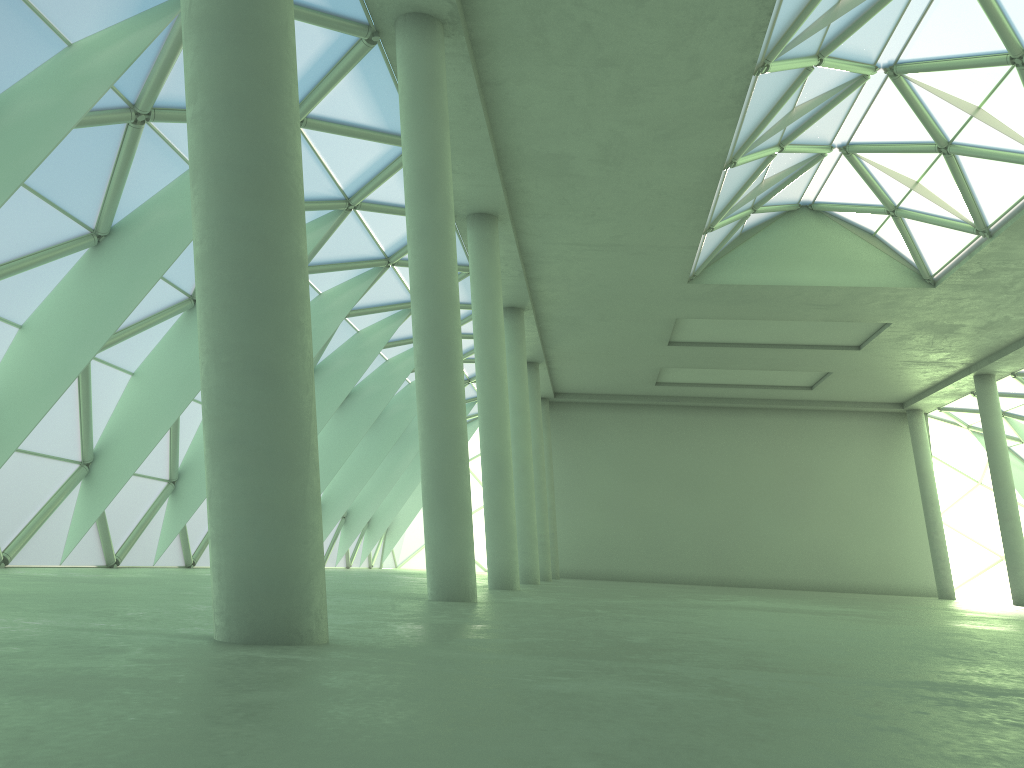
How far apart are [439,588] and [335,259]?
16.9m
